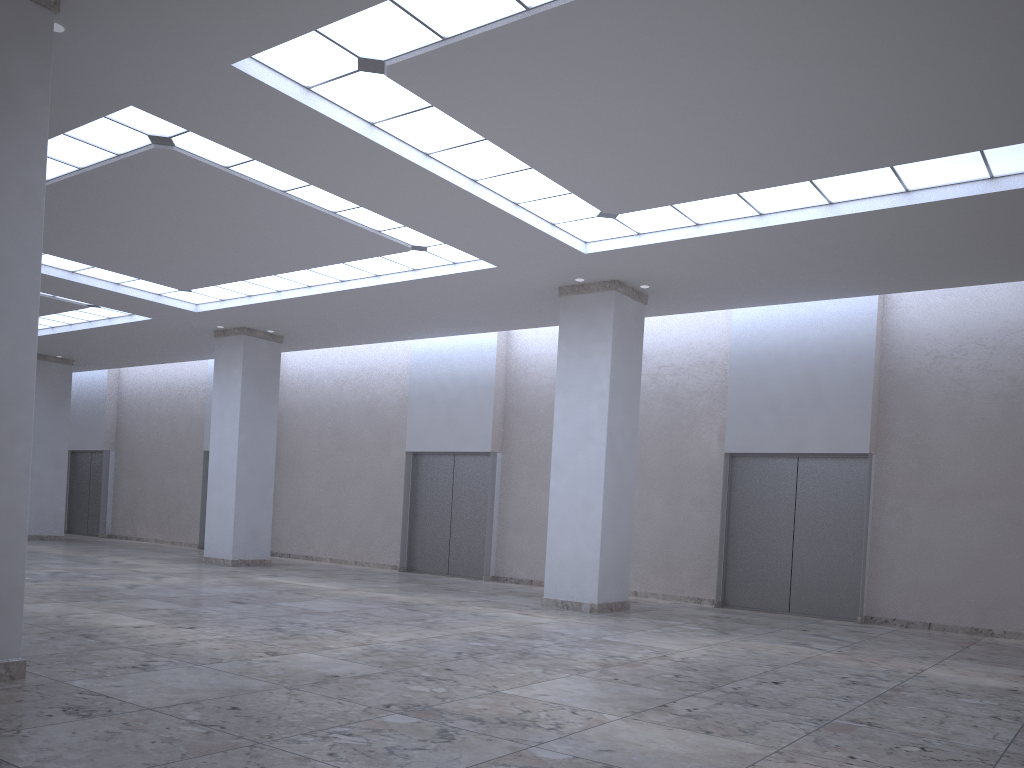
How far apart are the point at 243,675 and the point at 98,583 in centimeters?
2615cm
